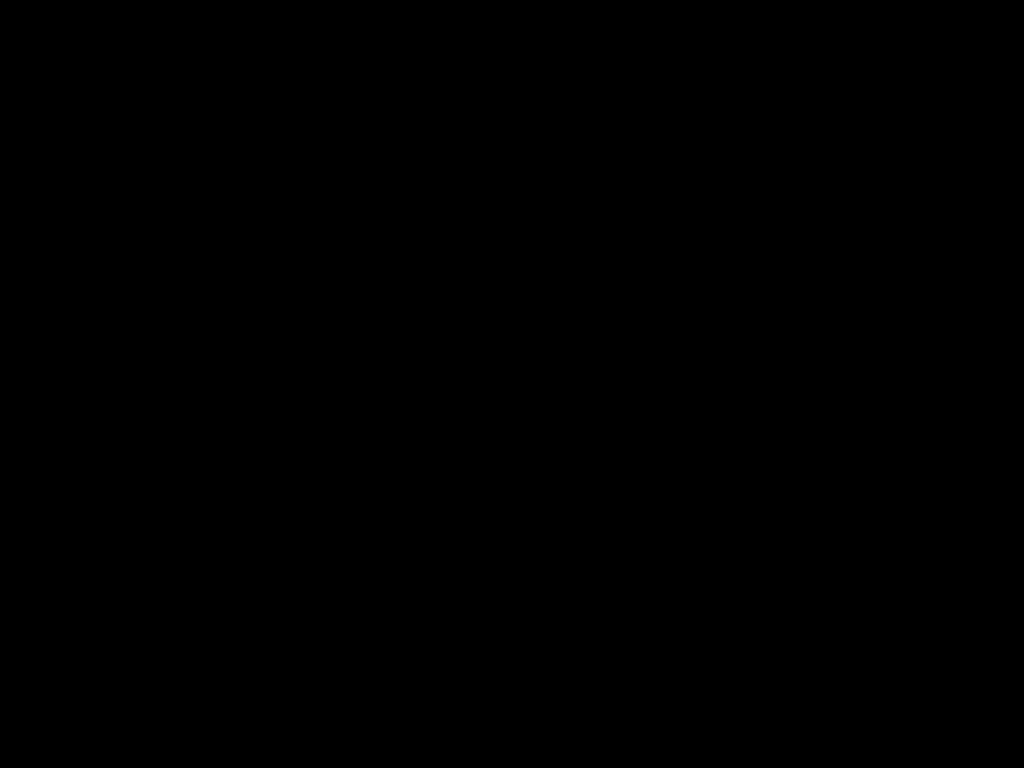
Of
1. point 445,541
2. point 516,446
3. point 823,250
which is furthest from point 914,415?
point 445,541
